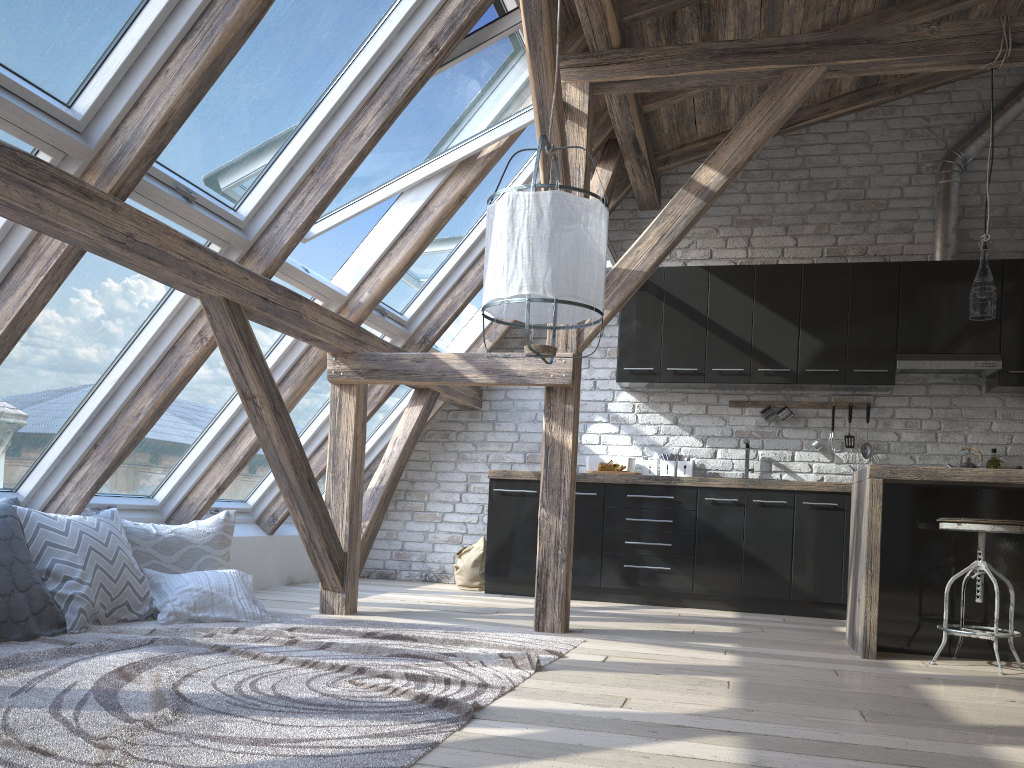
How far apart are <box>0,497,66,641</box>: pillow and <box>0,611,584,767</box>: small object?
0.0 meters

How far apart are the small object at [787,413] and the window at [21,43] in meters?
4.5 m

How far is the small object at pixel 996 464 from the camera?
5.7 meters

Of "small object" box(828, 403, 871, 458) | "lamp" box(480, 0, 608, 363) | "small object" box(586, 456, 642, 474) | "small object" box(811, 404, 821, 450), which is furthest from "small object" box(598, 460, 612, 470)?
"lamp" box(480, 0, 608, 363)

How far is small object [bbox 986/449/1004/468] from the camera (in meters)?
5.65

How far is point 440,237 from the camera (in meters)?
5.18

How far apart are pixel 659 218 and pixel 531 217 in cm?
164

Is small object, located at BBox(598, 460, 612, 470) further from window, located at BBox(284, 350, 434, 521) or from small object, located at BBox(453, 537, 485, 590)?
window, located at BBox(284, 350, 434, 521)

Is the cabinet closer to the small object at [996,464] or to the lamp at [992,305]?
the small object at [996,464]

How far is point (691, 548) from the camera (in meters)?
5.57
